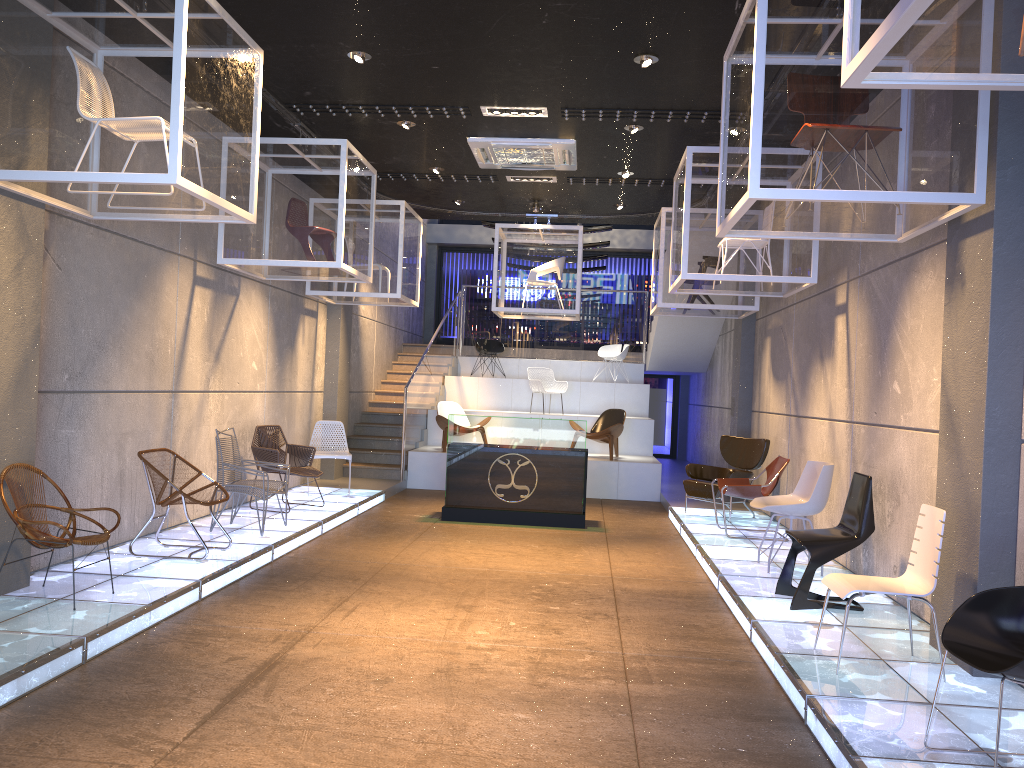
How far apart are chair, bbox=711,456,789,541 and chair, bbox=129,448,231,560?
5.0 meters

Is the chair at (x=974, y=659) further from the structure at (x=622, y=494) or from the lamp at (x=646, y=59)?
the structure at (x=622, y=494)

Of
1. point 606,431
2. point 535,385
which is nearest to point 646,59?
point 606,431

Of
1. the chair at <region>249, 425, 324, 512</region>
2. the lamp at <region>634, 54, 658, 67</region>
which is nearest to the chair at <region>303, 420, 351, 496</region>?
the chair at <region>249, 425, 324, 512</region>

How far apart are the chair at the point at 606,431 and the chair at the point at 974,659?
9.40m

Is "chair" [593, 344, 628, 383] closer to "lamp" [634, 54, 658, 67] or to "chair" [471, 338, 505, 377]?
"chair" [471, 338, 505, 377]

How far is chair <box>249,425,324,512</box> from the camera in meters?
9.3

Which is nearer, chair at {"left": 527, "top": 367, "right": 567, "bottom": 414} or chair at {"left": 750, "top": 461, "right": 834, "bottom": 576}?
chair at {"left": 750, "top": 461, "right": 834, "bottom": 576}

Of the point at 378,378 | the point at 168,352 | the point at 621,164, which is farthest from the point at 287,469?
the point at 378,378

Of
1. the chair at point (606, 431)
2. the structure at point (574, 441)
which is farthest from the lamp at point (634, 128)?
the chair at point (606, 431)
